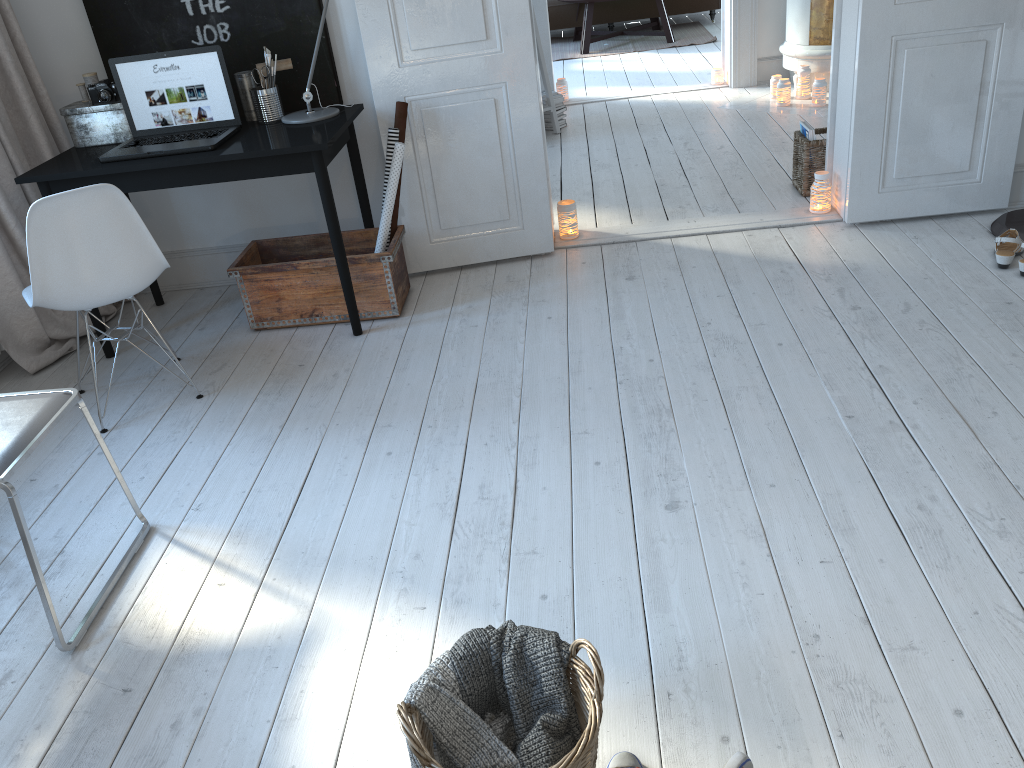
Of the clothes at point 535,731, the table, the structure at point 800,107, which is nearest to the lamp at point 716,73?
the structure at point 800,107

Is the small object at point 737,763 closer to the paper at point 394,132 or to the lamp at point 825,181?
the paper at point 394,132

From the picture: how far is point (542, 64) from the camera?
5.82m

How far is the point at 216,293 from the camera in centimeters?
409cm

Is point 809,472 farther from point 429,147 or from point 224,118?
point 224,118

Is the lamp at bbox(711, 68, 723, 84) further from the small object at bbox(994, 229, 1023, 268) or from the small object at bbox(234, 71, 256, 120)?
the small object at bbox(234, 71, 256, 120)

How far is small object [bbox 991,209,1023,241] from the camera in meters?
3.6

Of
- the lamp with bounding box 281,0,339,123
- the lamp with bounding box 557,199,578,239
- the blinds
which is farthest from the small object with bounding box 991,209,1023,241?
the blinds

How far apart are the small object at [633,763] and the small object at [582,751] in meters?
0.2 m

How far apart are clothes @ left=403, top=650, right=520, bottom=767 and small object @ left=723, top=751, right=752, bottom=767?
0.38m
